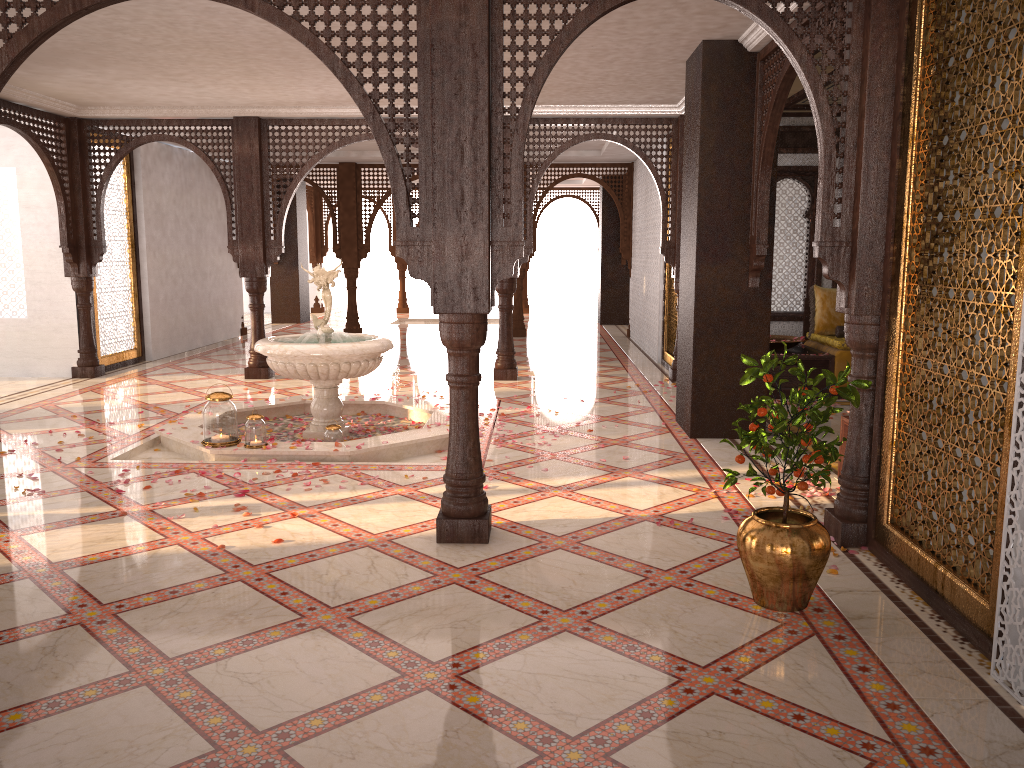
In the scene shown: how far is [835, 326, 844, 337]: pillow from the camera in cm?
900

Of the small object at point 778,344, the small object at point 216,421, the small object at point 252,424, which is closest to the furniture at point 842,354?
the small object at point 778,344

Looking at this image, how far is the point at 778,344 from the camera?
8.7m

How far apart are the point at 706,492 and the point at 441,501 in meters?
1.7

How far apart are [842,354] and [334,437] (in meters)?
4.92

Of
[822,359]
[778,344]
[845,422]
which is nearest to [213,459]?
[845,422]

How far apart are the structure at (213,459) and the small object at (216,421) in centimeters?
4cm

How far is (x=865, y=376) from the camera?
4.20m

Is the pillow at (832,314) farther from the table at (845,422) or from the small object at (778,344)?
the table at (845,422)

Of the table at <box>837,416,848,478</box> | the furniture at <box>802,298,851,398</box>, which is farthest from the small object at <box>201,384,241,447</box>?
the furniture at <box>802,298,851,398</box>
